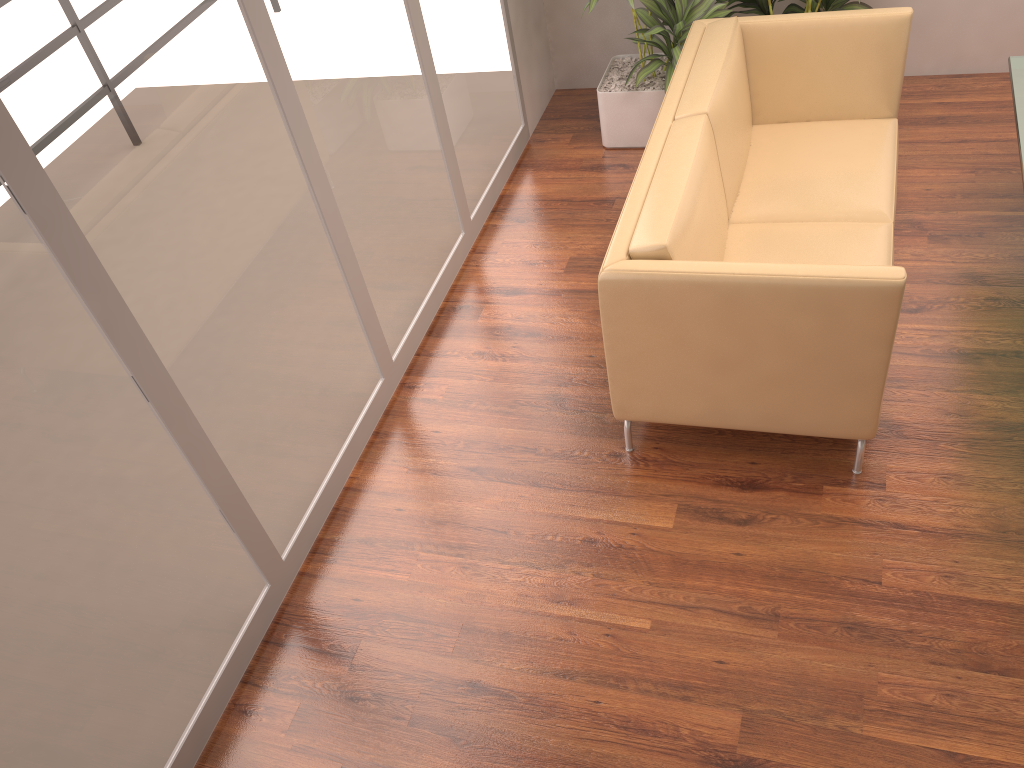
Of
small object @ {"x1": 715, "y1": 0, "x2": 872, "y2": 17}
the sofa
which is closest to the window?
the sofa

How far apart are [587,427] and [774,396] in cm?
77

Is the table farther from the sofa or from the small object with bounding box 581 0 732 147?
the small object with bounding box 581 0 732 147

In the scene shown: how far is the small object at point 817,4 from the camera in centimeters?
429cm

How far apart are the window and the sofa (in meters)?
1.01

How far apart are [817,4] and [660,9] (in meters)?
0.77

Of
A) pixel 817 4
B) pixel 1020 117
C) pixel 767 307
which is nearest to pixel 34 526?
pixel 767 307

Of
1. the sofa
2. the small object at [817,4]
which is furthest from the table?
the small object at [817,4]

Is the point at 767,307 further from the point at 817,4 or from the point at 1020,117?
the point at 817,4

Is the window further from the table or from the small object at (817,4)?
the table
